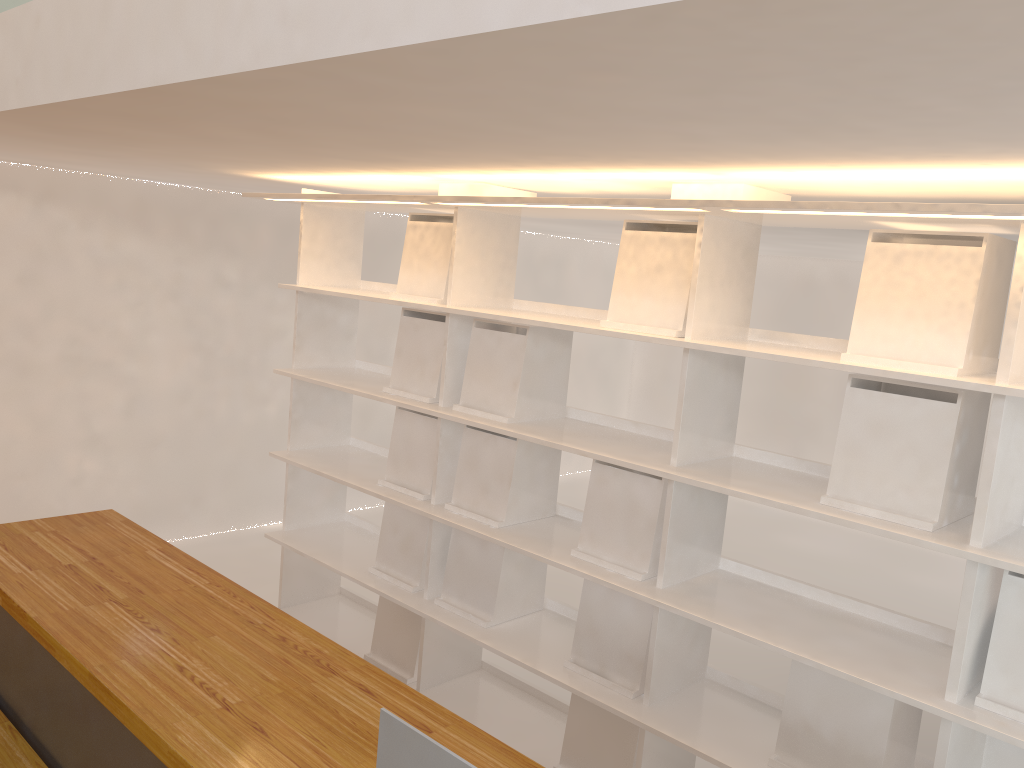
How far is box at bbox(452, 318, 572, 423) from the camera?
2.7m

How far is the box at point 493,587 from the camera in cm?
281

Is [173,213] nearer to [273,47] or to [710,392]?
[710,392]

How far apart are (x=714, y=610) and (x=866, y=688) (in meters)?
0.38

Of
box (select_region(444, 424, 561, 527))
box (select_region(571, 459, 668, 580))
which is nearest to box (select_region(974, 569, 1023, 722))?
box (select_region(571, 459, 668, 580))

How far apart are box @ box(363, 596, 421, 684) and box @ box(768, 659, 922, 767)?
1.35m

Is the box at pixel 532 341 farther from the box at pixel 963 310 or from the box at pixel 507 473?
the box at pixel 963 310

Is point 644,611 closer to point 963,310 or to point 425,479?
point 425,479

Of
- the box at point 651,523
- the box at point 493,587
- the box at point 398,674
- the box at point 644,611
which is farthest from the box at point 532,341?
the box at point 398,674

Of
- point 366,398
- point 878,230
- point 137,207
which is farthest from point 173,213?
point 878,230
